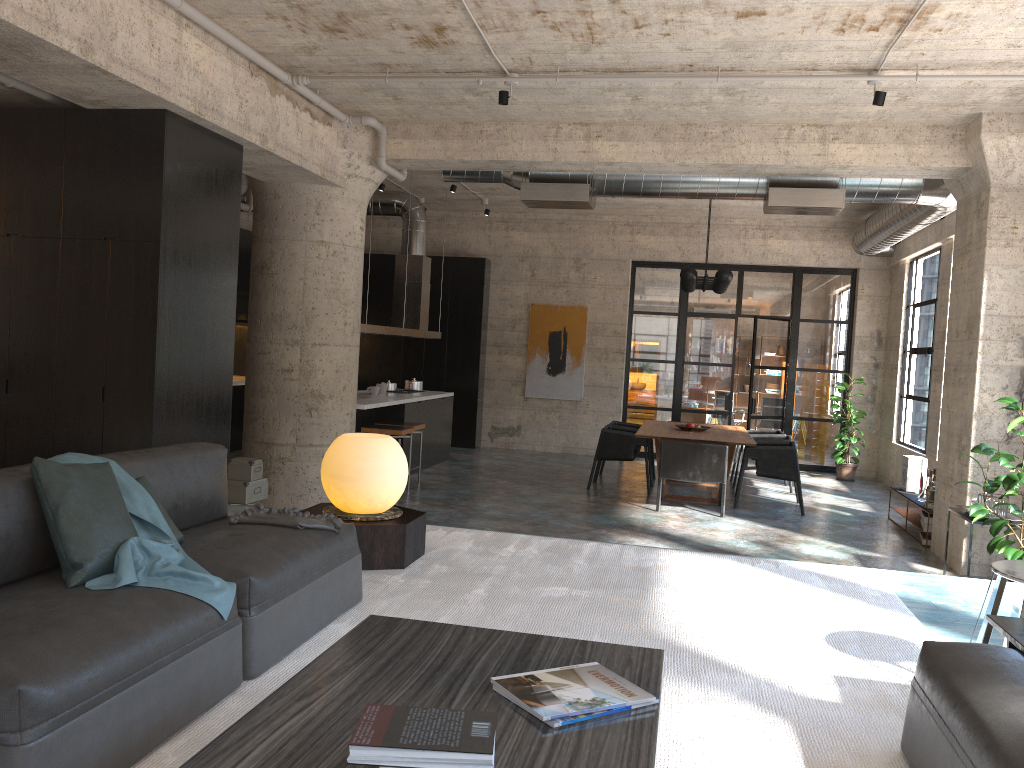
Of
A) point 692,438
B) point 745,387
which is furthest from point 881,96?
point 745,387

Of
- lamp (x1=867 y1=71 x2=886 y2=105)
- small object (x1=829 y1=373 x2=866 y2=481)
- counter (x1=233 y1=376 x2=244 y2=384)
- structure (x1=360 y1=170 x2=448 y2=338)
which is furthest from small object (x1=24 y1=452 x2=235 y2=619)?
small object (x1=829 y1=373 x2=866 y2=481)

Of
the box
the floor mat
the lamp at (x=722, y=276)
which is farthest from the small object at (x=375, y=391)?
the floor mat

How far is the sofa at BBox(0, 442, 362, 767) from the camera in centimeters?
207cm

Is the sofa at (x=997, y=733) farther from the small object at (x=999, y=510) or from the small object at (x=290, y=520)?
the small object at (x=999, y=510)

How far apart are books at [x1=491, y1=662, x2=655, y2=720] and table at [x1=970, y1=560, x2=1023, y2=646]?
1.64m

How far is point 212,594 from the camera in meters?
2.7 m

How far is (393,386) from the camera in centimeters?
1171cm

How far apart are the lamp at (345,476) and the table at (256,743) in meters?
1.9

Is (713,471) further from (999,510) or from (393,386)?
(393,386)
